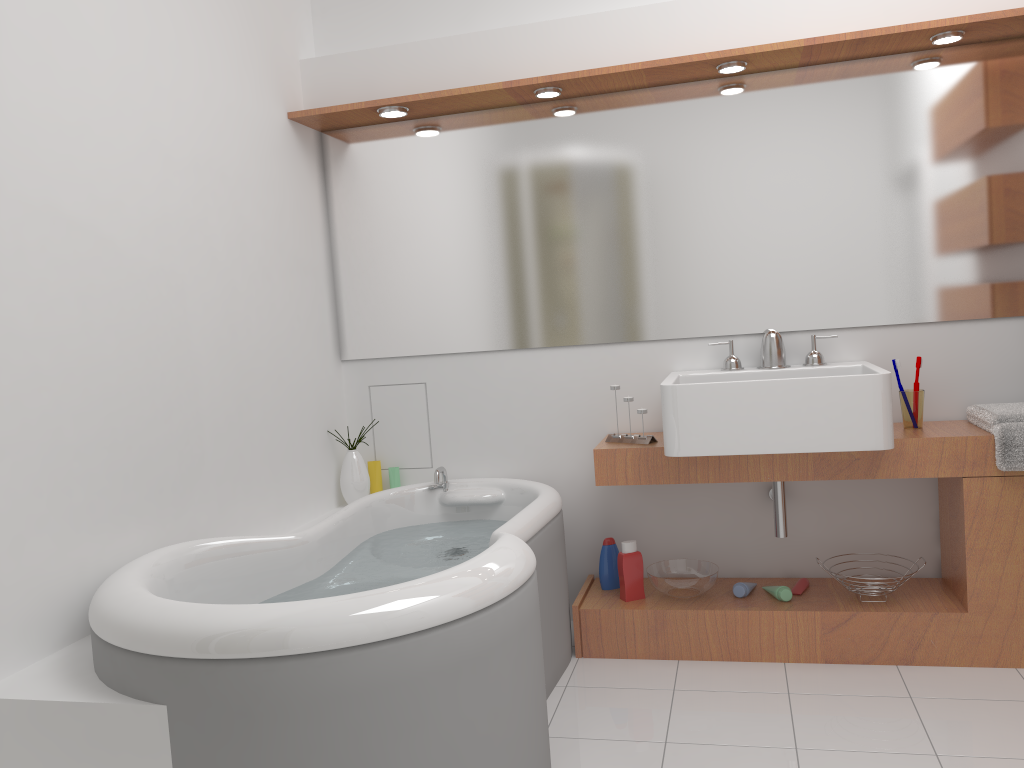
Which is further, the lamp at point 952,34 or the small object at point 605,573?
the small object at point 605,573

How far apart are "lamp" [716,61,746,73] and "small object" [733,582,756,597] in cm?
170

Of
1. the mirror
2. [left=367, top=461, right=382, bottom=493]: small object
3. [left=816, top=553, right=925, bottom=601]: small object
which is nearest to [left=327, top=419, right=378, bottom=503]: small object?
[left=367, top=461, right=382, bottom=493]: small object

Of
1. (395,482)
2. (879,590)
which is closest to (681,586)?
(879,590)

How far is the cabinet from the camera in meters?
2.6 m

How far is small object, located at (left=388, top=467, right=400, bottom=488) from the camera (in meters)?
3.44

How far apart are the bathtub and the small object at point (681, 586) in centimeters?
31cm

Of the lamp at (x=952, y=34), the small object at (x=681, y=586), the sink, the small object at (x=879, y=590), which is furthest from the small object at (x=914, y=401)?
the lamp at (x=952, y=34)

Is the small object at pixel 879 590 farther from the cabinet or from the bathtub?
the bathtub

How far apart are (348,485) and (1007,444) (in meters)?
2.19
